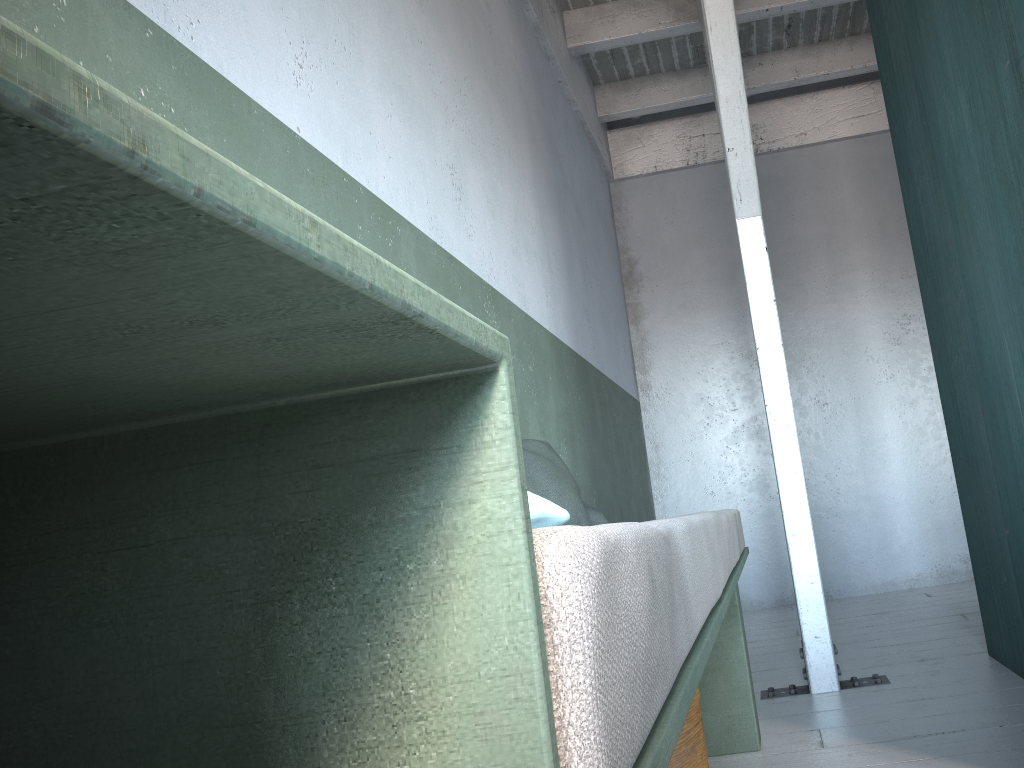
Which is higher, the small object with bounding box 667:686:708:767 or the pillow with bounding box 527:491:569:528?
the pillow with bounding box 527:491:569:528

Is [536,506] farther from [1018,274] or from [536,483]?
[1018,274]

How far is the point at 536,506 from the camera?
1.1m

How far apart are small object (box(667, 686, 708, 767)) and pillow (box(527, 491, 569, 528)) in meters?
1.3 m

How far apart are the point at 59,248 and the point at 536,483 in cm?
271

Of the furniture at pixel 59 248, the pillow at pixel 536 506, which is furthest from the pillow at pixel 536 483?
the pillow at pixel 536 506

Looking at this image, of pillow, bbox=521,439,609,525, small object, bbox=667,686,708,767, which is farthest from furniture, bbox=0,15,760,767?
pillow, bbox=521,439,609,525

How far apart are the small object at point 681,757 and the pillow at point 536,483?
0.7m

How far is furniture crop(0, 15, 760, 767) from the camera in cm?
21

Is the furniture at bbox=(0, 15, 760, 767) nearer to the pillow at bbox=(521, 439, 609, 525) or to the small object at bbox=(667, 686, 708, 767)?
the small object at bbox=(667, 686, 708, 767)
